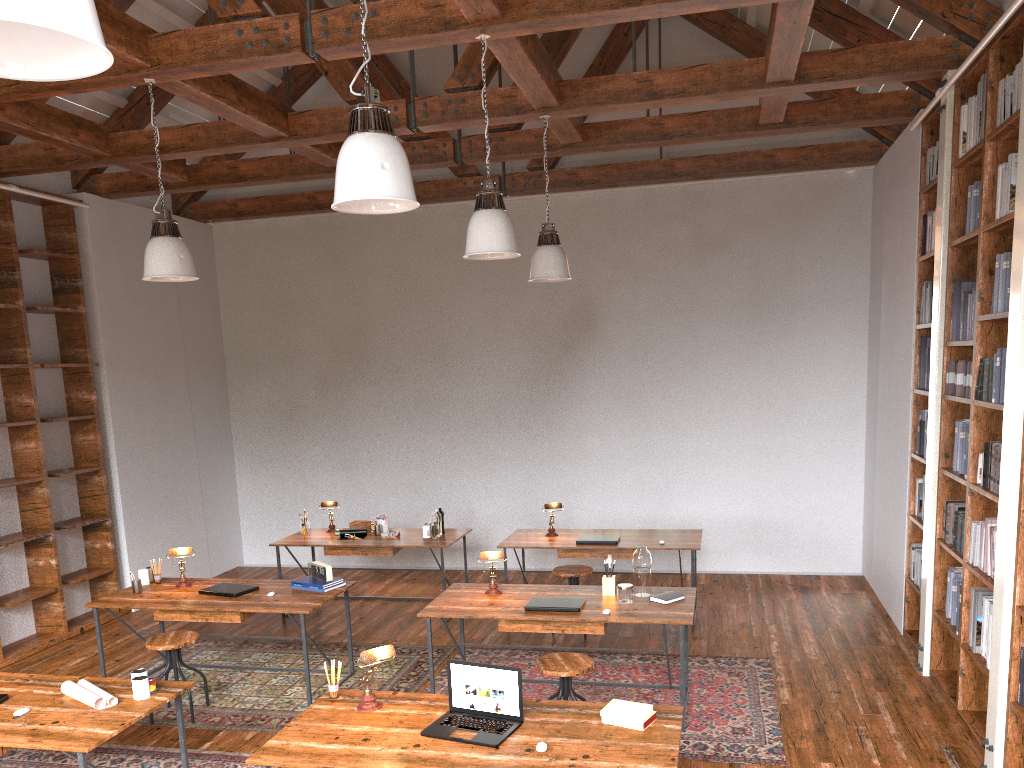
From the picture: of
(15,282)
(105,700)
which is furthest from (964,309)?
(15,282)

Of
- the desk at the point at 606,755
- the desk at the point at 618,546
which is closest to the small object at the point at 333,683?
the desk at the point at 606,755

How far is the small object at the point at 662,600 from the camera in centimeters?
496cm

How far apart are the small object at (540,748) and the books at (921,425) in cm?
391

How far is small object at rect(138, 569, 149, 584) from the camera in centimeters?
594cm

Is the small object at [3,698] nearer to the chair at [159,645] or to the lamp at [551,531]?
the chair at [159,645]

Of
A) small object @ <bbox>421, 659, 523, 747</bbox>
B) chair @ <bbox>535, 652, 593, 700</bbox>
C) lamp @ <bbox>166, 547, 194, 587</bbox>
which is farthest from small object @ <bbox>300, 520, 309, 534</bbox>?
small object @ <bbox>421, 659, 523, 747</bbox>

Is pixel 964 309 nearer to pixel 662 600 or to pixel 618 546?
pixel 662 600

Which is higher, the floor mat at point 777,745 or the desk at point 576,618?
the desk at point 576,618

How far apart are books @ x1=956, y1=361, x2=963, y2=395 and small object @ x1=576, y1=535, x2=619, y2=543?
2.7 meters
